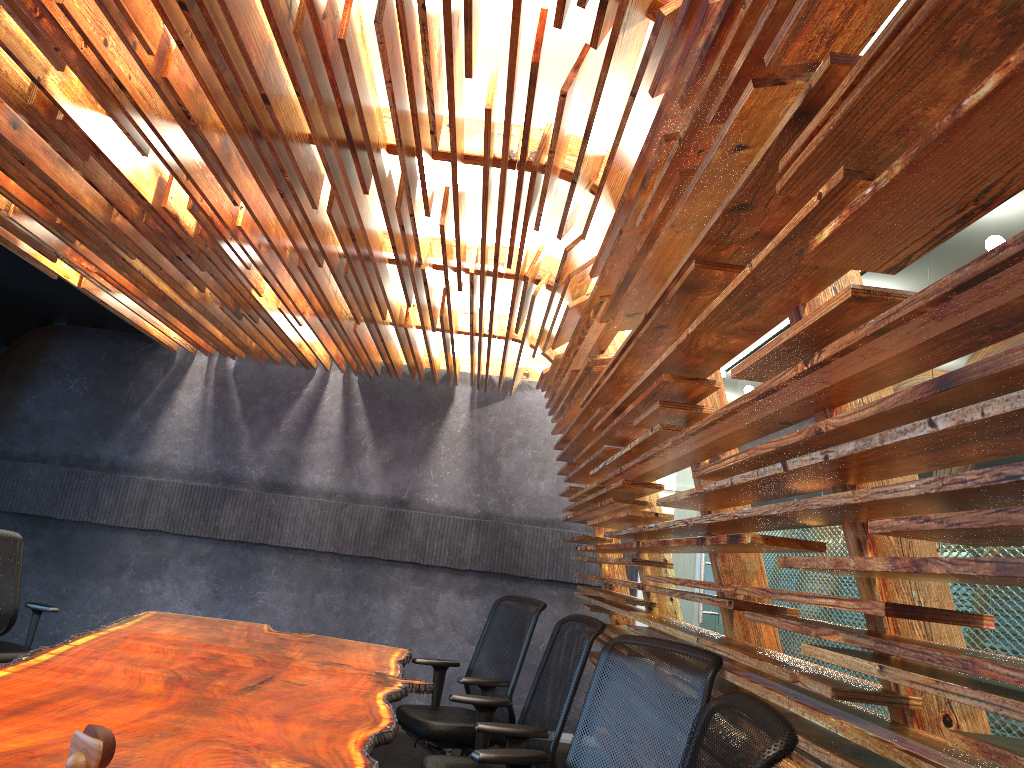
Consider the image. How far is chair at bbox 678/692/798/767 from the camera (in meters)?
1.48

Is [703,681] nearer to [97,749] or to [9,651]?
[97,749]

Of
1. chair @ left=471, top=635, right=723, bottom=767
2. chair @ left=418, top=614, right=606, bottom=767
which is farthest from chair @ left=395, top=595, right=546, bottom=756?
chair @ left=471, top=635, right=723, bottom=767

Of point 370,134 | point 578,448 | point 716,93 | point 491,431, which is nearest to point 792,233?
point 716,93

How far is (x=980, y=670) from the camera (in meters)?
1.40

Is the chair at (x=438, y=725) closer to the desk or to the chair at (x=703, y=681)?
the desk

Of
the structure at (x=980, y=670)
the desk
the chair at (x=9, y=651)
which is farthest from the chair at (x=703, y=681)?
the chair at (x=9, y=651)

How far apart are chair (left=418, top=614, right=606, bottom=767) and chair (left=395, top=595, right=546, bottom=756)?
0.59m

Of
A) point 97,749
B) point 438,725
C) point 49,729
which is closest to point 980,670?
point 97,749

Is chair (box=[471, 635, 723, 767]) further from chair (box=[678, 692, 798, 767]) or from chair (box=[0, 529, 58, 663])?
chair (box=[0, 529, 58, 663])
